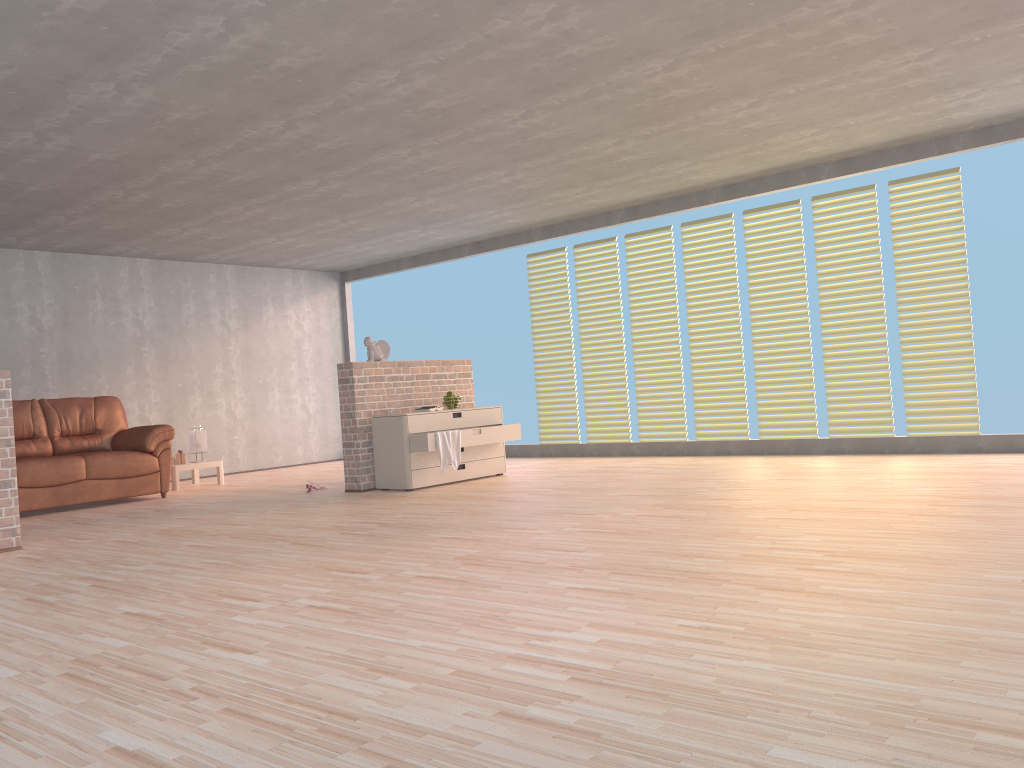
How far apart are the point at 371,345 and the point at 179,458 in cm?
280

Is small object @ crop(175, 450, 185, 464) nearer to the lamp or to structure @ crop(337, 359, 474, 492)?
the lamp

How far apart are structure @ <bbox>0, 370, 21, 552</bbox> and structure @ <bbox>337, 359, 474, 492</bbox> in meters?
2.6 m

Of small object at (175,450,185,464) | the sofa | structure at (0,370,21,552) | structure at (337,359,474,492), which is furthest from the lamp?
structure at (0,370,21,552)

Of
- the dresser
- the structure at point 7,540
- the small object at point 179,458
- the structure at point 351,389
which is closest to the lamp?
the small object at point 179,458

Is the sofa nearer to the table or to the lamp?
the table

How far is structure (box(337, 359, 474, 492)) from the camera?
7.19m

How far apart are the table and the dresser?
2.63m

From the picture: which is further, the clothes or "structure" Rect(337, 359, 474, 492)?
"structure" Rect(337, 359, 474, 492)

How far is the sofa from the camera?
A: 7.15m
